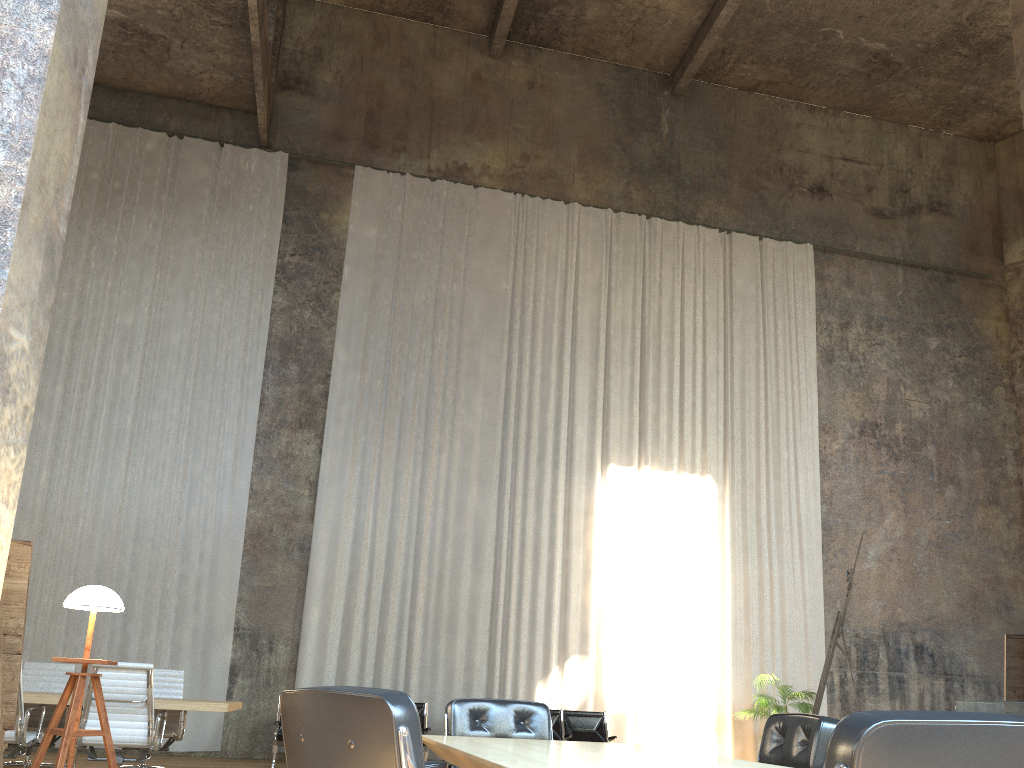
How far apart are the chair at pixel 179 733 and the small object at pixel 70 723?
4.1 meters

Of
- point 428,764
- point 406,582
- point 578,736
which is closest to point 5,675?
point 428,764

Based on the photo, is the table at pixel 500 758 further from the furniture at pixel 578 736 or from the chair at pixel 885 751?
the furniture at pixel 578 736

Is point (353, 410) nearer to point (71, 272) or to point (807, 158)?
point (71, 272)

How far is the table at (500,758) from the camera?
2.6 meters

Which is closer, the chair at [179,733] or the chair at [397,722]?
the chair at [397,722]

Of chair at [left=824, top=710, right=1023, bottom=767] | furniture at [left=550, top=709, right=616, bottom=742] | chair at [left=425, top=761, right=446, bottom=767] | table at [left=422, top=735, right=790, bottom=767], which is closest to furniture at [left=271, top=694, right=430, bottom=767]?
furniture at [left=550, top=709, right=616, bottom=742]

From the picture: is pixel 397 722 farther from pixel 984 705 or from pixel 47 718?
pixel 984 705

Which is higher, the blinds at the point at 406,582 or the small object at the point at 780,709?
the blinds at the point at 406,582

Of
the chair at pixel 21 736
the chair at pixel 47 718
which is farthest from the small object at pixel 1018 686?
the chair at pixel 47 718
